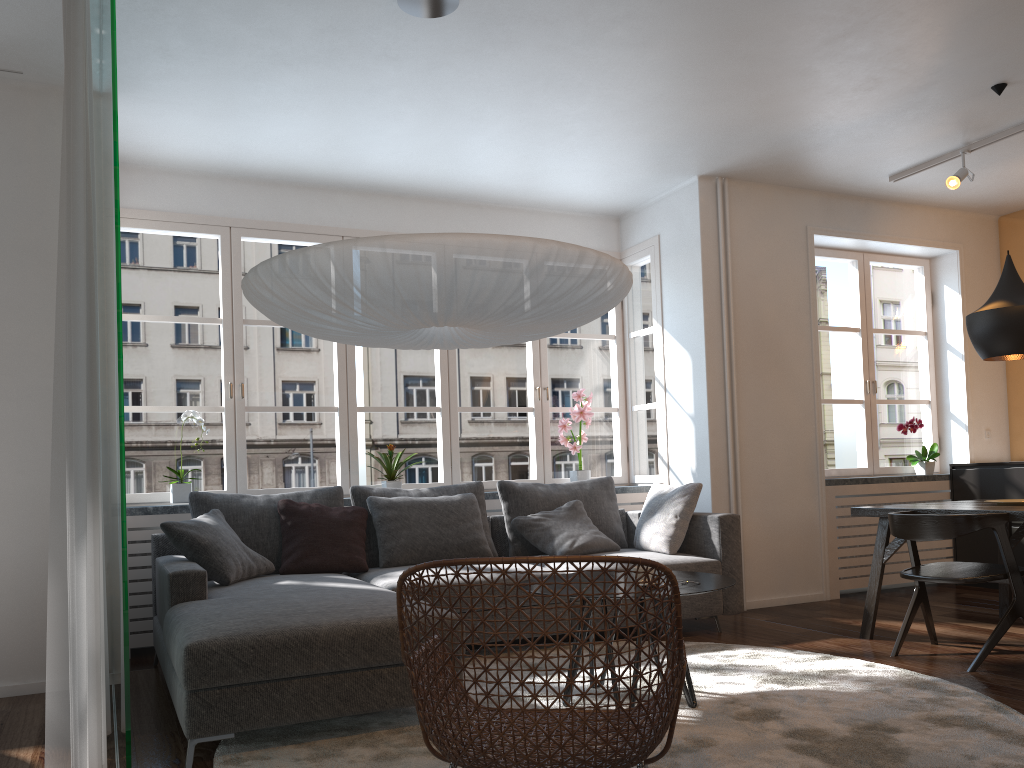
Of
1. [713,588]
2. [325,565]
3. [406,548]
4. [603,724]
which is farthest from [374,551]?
[603,724]

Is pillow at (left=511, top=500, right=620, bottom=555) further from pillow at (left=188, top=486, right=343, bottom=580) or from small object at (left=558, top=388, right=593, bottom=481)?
pillow at (left=188, top=486, right=343, bottom=580)

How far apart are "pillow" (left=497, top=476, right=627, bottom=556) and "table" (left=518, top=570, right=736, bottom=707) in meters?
1.7 m

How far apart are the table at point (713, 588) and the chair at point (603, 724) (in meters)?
0.58

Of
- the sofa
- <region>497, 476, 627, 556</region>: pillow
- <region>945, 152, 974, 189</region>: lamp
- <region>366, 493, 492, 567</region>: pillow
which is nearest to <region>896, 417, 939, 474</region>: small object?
<region>945, 152, 974, 189</region>: lamp

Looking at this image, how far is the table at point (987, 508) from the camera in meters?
4.1

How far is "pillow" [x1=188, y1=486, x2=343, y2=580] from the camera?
4.6 meters

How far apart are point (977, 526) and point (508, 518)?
2.5m

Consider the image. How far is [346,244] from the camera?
2.75m

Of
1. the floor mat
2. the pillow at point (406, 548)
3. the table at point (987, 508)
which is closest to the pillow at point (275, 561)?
the pillow at point (406, 548)
